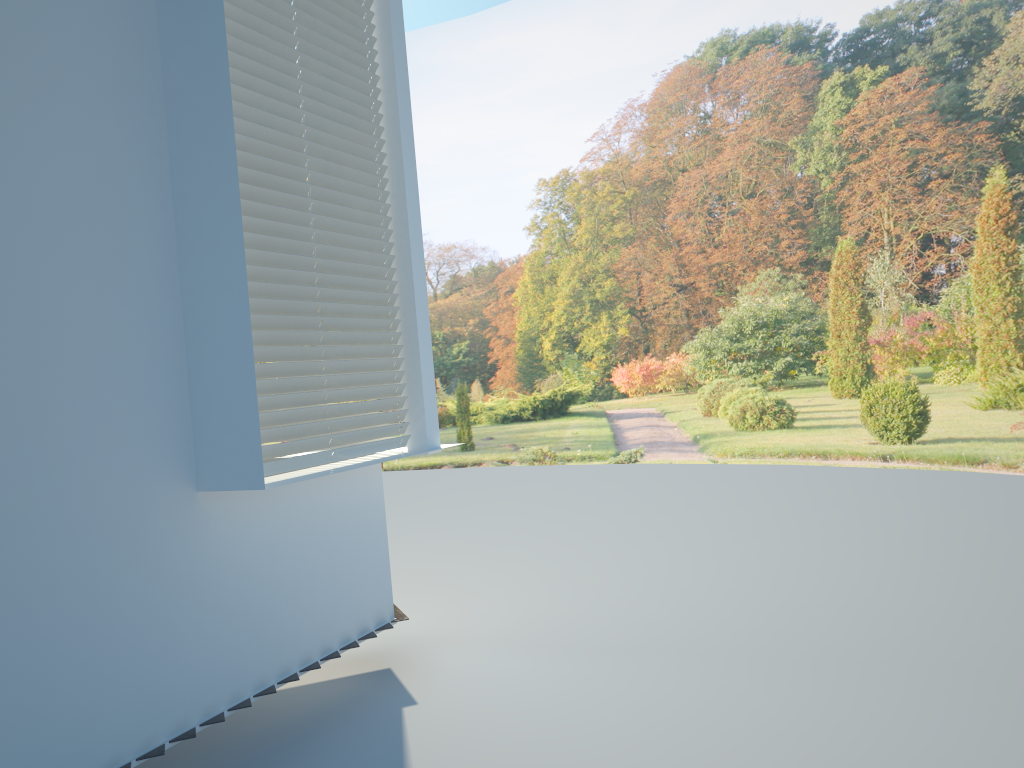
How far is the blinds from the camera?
3.3 meters

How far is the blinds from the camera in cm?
331

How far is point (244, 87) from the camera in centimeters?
331cm
